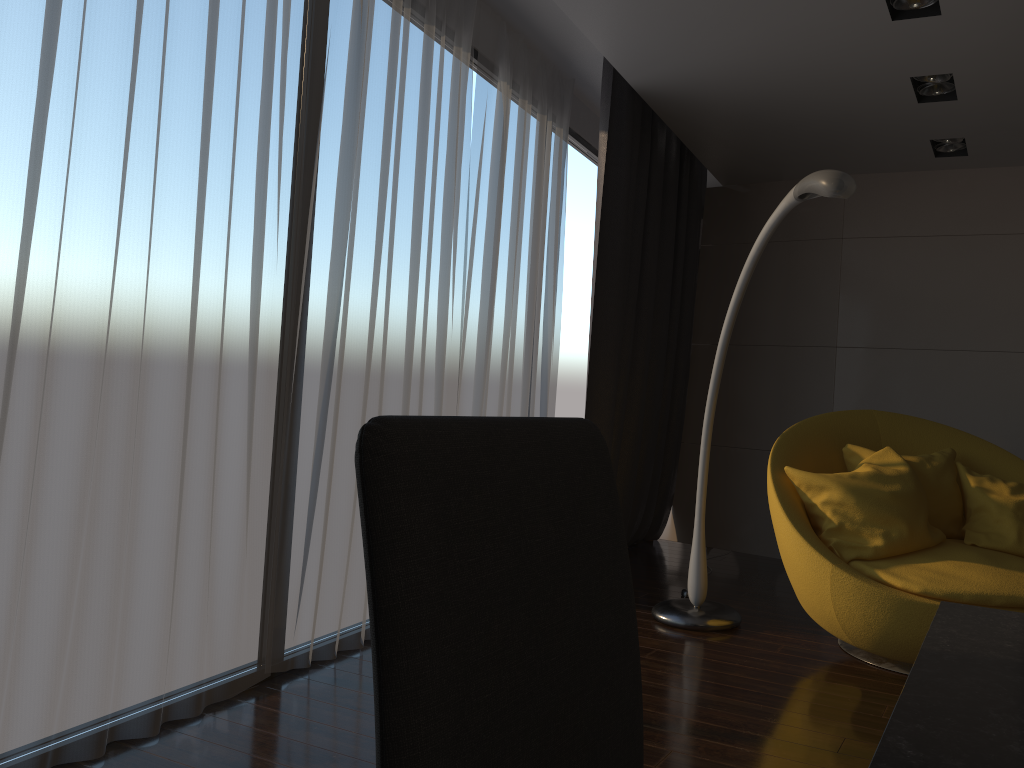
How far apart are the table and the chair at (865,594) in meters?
2.2 m

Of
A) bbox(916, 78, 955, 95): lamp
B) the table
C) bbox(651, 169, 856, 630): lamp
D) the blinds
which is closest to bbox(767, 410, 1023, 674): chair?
bbox(651, 169, 856, 630): lamp

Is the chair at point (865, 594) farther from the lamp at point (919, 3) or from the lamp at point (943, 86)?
the lamp at point (919, 3)

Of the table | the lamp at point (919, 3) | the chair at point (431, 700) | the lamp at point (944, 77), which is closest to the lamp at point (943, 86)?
the lamp at point (944, 77)

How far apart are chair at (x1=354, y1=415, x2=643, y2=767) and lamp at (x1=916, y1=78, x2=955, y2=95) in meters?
3.8

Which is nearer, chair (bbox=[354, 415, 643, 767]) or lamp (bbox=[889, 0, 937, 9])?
chair (bbox=[354, 415, 643, 767])

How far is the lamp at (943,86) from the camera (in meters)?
3.93

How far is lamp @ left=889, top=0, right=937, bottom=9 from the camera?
3.1m

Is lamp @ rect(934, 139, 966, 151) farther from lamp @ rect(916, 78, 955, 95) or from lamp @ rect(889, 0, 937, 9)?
lamp @ rect(889, 0, 937, 9)

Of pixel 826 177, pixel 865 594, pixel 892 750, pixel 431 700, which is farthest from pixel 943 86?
pixel 431 700
